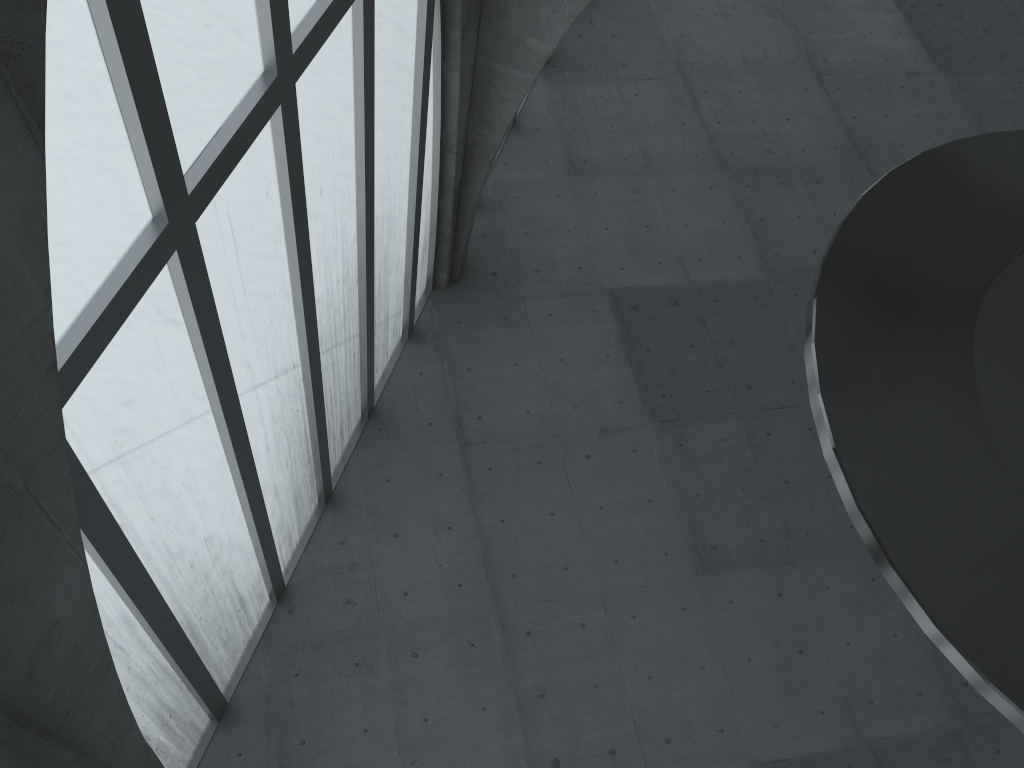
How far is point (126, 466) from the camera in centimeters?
1275cm
